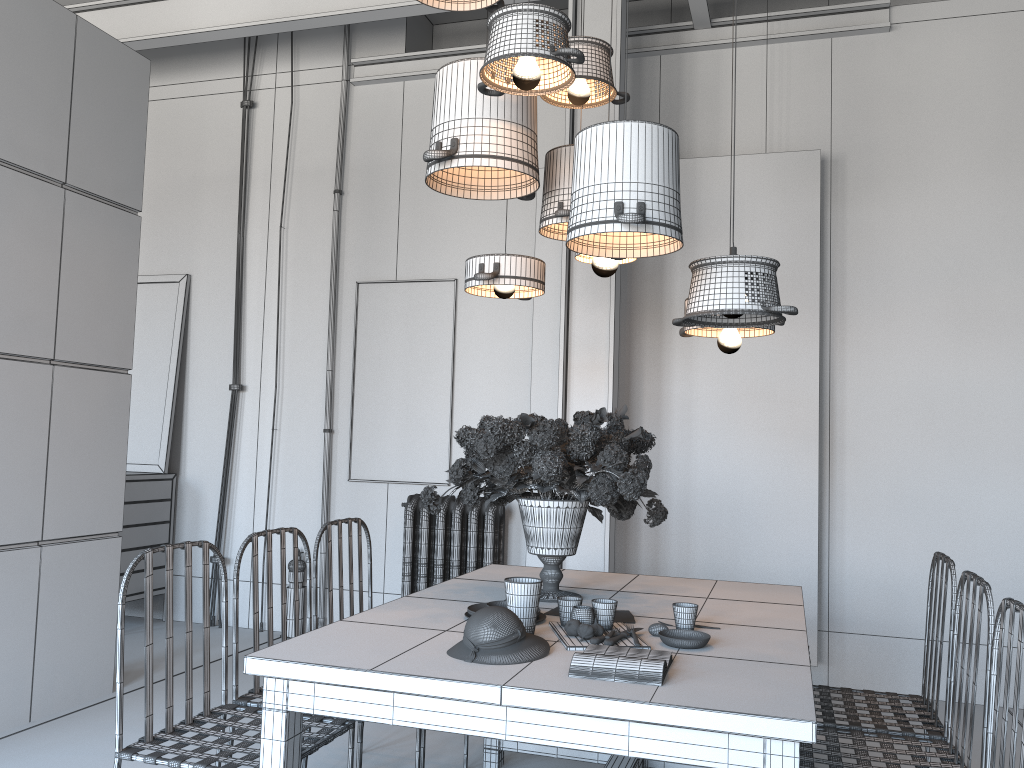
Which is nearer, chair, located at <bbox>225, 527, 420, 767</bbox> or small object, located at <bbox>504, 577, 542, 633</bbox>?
small object, located at <bbox>504, 577, 542, 633</bbox>

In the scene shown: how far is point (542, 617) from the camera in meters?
2.5

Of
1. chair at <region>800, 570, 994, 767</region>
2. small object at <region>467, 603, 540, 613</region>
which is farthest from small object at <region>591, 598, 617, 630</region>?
chair at <region>800, 570, 994, 767</region>

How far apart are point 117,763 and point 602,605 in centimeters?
132cm

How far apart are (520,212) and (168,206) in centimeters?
269cm

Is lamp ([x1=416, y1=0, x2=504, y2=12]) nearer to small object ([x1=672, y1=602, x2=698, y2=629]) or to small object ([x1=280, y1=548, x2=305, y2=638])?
small object ([x1=672, y1=602, x2=698, y2=629])

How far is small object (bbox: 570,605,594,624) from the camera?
2.33m

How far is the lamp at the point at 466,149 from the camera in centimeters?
301cm

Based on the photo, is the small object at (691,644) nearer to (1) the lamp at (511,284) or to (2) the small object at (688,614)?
(2) the small object at (688,614)

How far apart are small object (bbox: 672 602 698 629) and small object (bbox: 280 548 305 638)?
3.9 meters
